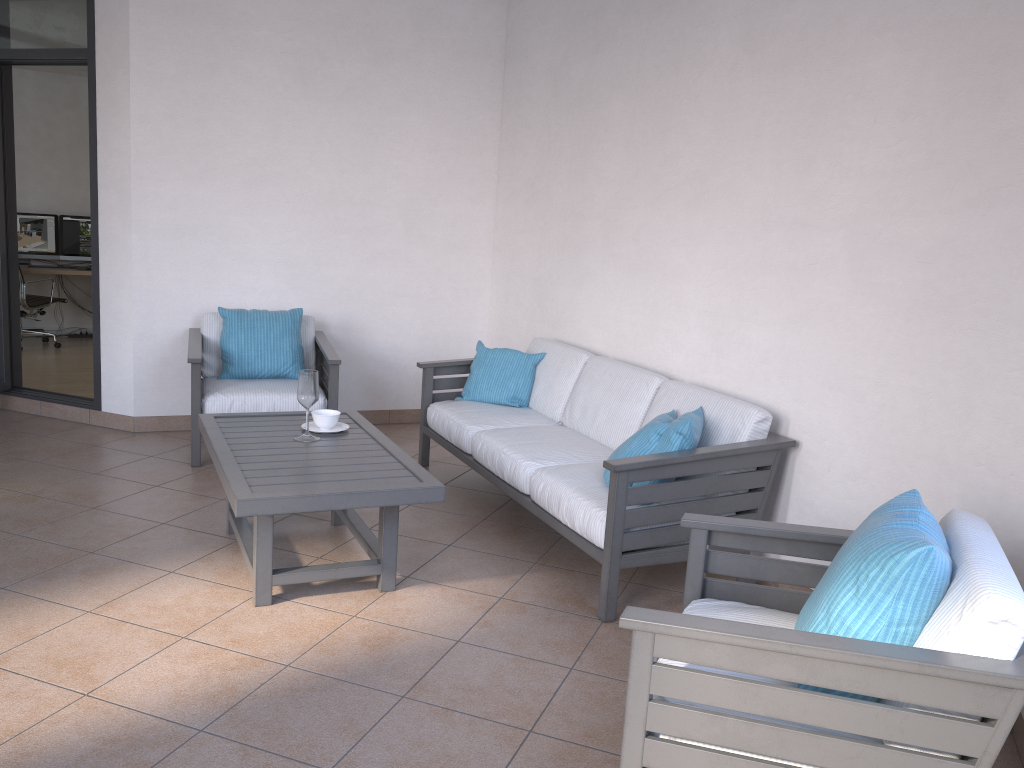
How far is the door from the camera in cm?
513

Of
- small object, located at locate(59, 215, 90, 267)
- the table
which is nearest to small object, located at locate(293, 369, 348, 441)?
the table

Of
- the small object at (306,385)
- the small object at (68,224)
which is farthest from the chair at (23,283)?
the small object at (306,385)

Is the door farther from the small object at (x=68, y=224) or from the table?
the small object at (x=68, y=224)

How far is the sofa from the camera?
3.2m

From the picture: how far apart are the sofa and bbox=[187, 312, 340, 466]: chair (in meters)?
0.49

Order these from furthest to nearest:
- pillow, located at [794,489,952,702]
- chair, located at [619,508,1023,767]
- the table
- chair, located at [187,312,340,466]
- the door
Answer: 1. the door
2. chair, located at [187,312,340,466]
3. the table
4. pillow, located at [794,489,952,702]
5. chair, located at [619,508,1023,767]

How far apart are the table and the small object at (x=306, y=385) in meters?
0.0 m

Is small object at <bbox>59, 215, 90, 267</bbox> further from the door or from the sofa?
the sofa

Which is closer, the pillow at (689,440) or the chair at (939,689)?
the chair at (939,689)
